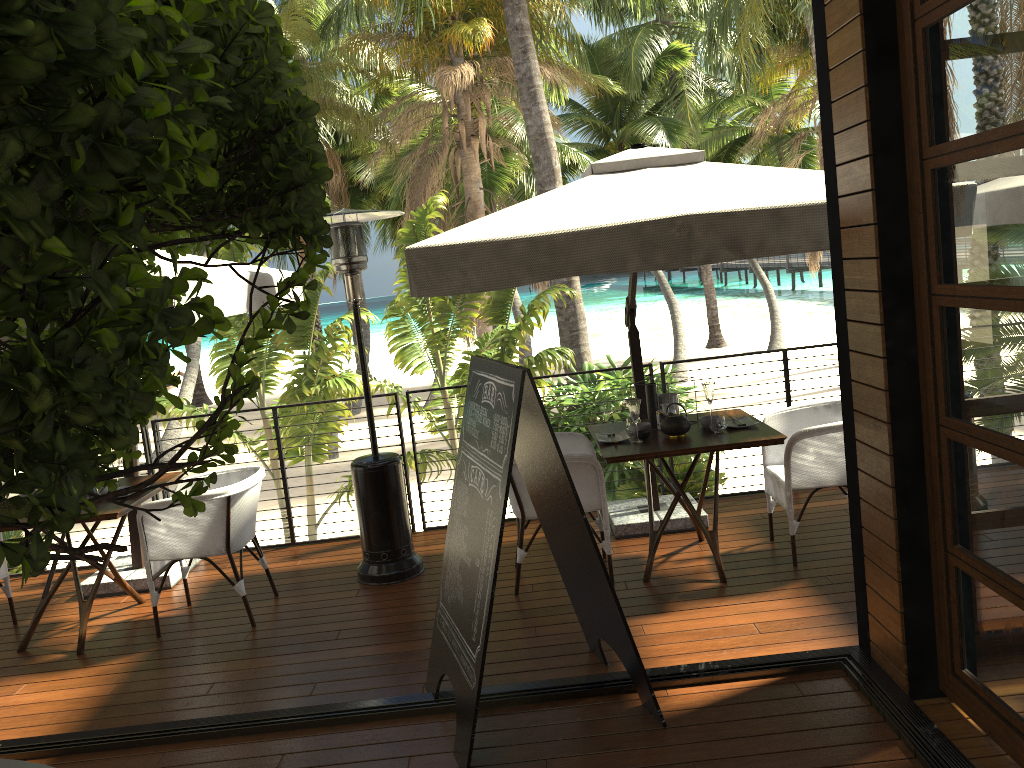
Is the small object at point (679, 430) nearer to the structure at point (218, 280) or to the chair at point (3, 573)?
the structure at point (218, 280)

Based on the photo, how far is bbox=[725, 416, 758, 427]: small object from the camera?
4.85m

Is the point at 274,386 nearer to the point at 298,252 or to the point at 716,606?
the point at 716,606

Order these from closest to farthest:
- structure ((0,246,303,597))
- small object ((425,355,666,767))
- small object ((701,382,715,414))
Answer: small object ((425,355,666,767))
structure ((0,246,303,597))
small object ((701,382,715,414))

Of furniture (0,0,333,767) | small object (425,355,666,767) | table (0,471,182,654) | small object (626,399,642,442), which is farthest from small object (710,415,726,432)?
furniture (0,0,333,767)

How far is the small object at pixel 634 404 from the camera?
4.7m

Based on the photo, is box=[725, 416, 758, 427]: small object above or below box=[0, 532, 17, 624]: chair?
above

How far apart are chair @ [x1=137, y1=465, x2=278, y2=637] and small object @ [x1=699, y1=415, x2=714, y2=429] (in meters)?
2.45

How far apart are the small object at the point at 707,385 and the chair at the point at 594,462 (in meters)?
0.73

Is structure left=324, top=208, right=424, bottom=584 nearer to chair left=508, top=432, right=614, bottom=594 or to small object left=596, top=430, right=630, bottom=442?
chair left=508, top=432, right=614, bottom=594
